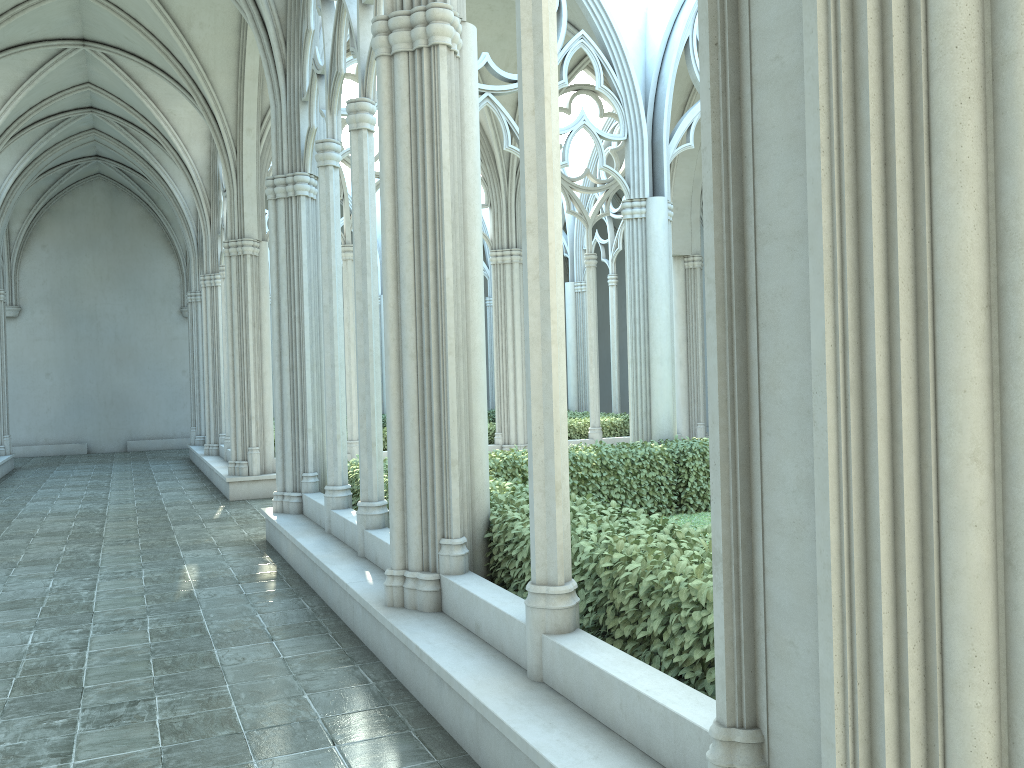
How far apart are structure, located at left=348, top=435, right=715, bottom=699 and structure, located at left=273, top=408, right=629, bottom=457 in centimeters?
528cm

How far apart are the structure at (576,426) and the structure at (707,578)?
5.3m

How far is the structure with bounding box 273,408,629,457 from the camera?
16.9m

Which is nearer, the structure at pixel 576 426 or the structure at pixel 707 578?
the structure at pixel 707 578

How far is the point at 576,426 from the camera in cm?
1692

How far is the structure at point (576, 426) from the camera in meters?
16.9 m

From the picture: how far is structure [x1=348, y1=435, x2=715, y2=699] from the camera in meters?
3.8 m

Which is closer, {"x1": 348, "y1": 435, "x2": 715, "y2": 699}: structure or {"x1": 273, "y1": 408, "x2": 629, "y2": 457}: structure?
{"x1": 348, "y1": 435, "x2": 715, "y2": 699}: structure
